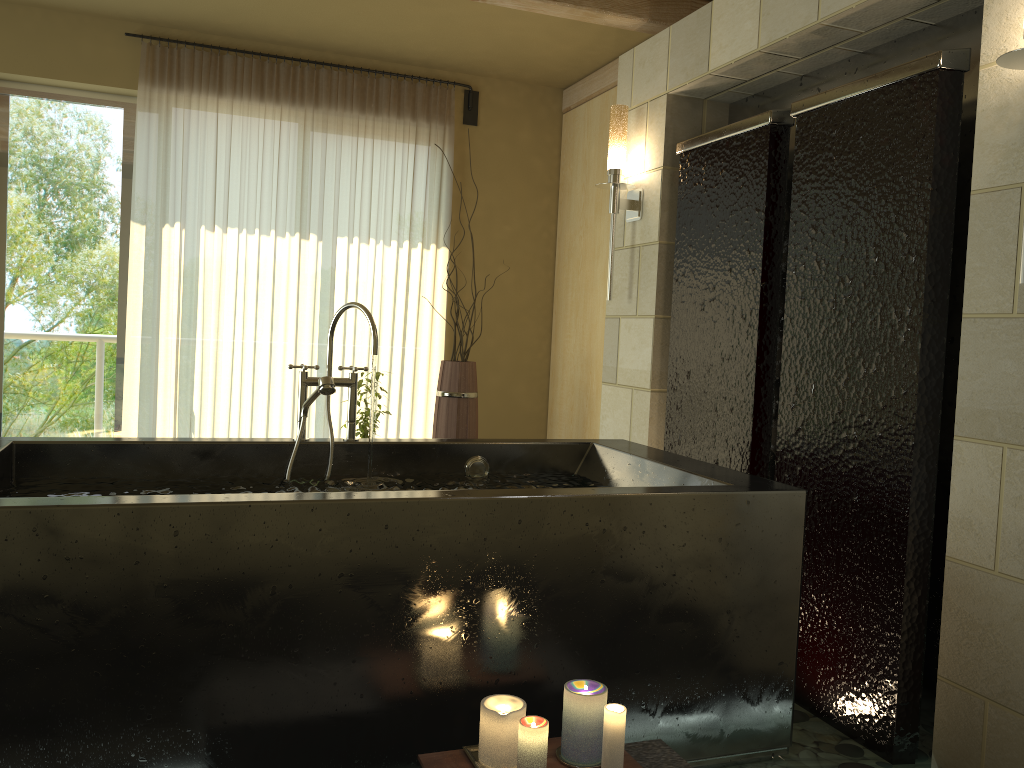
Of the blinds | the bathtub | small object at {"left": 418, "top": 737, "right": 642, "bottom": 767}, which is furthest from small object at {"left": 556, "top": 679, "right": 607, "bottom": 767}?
the blinds

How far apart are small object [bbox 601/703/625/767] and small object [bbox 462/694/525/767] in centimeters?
18cm

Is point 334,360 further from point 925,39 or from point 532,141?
point 925,39

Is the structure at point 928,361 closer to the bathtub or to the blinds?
the bathtub

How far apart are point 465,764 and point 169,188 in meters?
3.8

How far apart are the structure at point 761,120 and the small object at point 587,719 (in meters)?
1.38

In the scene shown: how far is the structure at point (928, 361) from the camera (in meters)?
2.39

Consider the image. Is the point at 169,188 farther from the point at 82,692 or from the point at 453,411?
the point at 82,692

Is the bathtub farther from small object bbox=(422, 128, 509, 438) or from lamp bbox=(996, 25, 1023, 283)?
small object bbox=(422, 128, 509, 438)

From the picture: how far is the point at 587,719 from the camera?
1.9m
